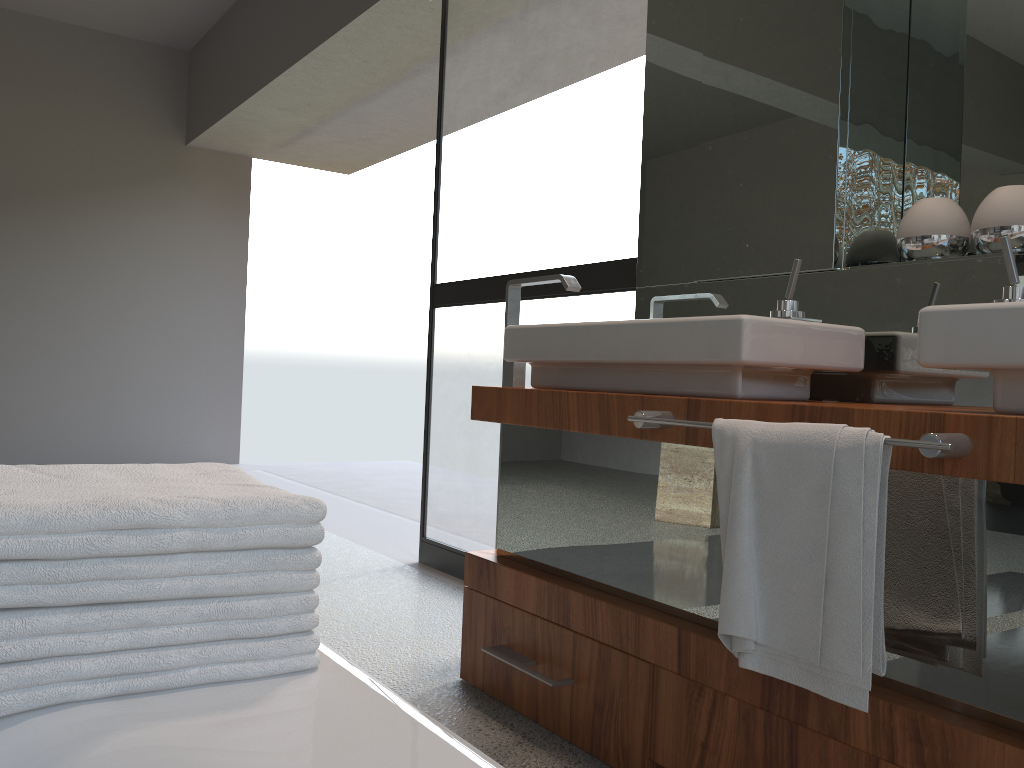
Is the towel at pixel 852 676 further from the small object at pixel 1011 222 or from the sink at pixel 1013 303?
the small object at pixel 1011 222

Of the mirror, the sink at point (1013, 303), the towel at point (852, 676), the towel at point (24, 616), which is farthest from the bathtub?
the mirror

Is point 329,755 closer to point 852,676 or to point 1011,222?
point 852,676

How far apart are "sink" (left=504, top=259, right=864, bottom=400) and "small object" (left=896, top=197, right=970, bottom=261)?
0.2m

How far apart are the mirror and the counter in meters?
0.4

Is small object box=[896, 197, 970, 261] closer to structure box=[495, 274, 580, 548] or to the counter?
the counter

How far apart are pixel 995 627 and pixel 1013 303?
0.4m

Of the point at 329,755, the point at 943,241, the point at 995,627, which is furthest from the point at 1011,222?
the point at 329,755

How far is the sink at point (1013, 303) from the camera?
1.16m

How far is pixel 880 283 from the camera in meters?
1.8
